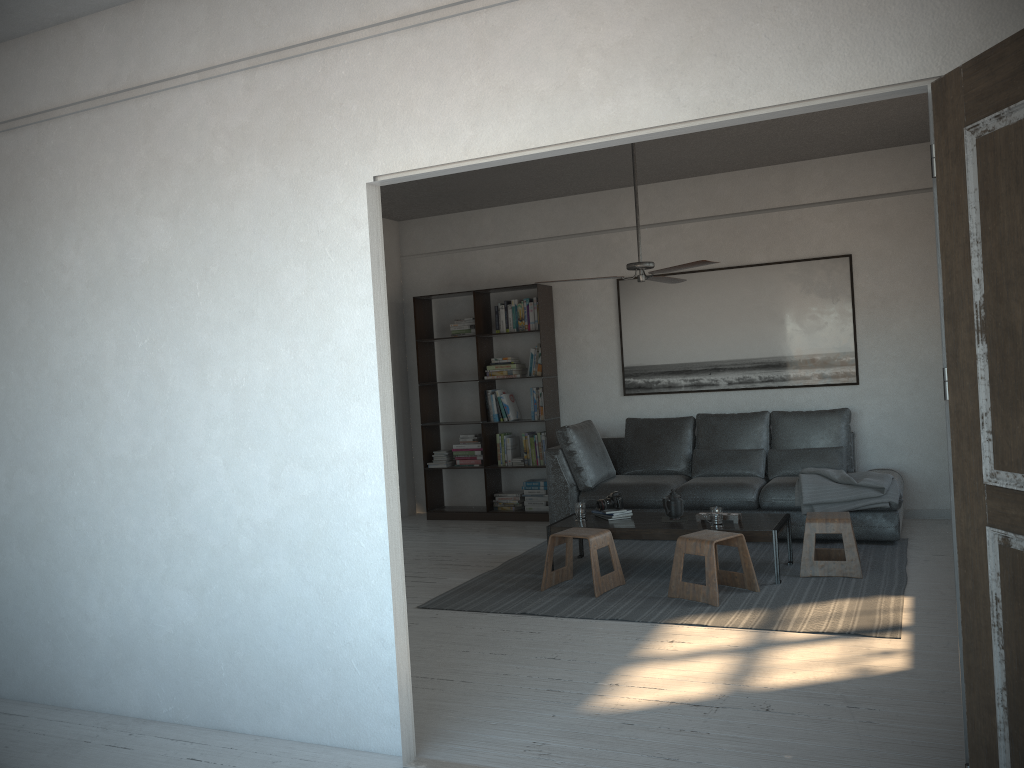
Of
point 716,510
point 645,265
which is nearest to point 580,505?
point 716,510

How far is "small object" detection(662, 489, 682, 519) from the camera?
5.6m

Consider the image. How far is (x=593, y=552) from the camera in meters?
5.2 m

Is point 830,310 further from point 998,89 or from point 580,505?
point 998,89

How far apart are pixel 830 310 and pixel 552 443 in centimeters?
259cm

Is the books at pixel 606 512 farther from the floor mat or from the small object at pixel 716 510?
the small object at pixel 716 510

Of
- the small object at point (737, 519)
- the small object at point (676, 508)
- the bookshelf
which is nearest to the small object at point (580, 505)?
the small object at point (676, 508)

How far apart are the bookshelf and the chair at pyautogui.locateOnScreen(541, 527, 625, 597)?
2.26m

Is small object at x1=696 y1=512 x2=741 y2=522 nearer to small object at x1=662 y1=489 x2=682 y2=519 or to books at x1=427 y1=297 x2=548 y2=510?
small object at x1=662 y1=489 x2=682 y2=519

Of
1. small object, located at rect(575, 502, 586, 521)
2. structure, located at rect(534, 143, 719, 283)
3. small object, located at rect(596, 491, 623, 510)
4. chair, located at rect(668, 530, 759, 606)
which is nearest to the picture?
structure, located at rect(534, 143, 719, 283)
